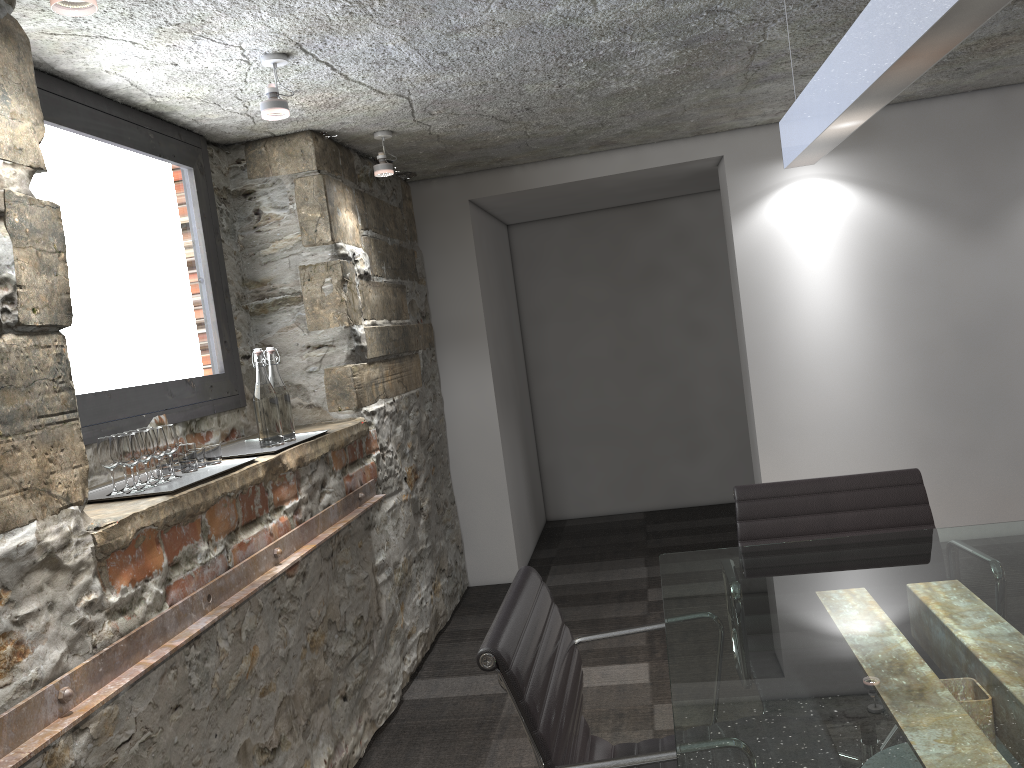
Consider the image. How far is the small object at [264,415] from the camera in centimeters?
265cm

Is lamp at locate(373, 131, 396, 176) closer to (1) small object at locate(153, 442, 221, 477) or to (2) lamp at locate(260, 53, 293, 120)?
(2) lamp at locate(260, 53, 293, 120)

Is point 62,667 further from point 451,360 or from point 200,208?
point 451,360

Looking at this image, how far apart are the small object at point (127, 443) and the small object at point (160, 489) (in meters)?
0.02

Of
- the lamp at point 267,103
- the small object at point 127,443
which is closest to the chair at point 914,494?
the small object at point 127,443

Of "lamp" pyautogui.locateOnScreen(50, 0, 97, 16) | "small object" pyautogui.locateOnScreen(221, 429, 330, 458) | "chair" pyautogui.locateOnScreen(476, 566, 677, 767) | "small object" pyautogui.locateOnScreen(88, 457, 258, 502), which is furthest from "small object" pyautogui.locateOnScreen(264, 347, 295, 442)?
Answer: "lamp" pyautogui.locateOnScreen(50, 0, 97, 16)

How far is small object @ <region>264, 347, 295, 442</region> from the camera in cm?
275

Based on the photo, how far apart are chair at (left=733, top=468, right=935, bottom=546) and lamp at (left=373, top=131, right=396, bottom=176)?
1.9m

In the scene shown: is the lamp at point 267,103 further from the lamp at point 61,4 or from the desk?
the desk

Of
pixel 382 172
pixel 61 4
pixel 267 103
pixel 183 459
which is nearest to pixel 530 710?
pixel 183 459
